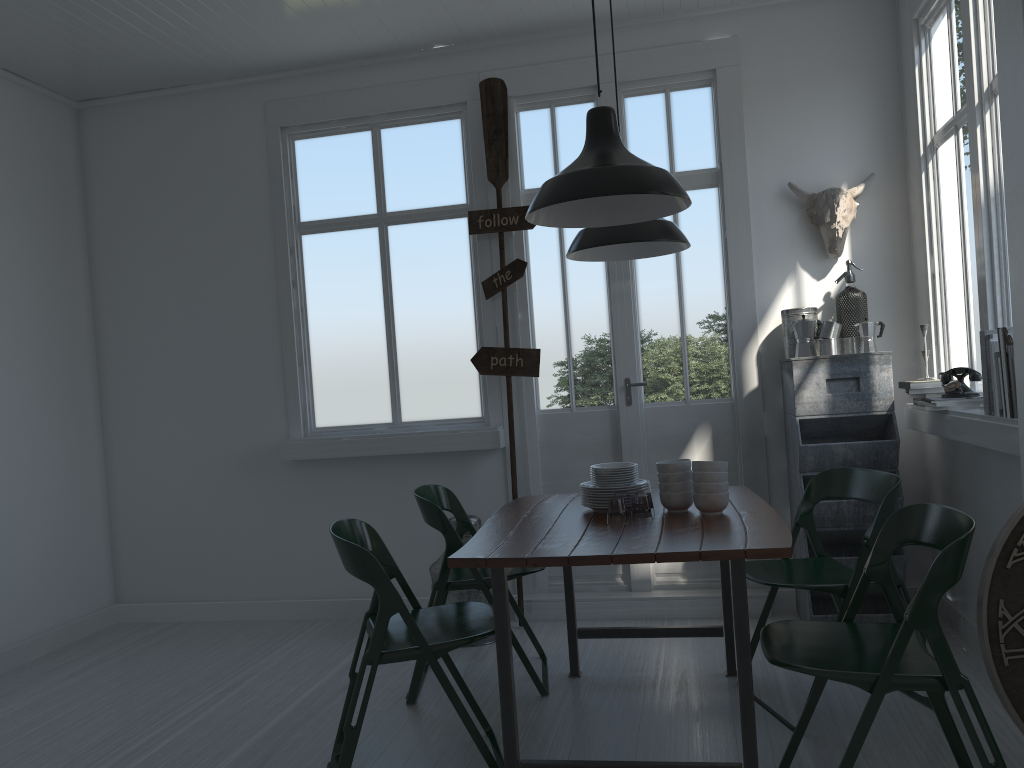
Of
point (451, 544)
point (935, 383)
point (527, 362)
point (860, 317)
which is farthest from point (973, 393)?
point (451, 544)

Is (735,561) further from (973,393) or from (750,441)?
(750,441)

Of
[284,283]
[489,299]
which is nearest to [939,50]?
[489,299]

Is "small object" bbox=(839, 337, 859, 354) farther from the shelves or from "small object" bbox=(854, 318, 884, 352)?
the shelves

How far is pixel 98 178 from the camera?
6.2 meters

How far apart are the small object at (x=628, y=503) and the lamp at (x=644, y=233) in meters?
1.4 m

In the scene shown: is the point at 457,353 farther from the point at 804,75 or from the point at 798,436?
the point at 804,75

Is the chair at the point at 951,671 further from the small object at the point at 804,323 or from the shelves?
the small object at the point at 804,323

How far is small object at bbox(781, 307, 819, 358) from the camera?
5.1m

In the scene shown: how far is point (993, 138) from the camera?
3.9 meters
